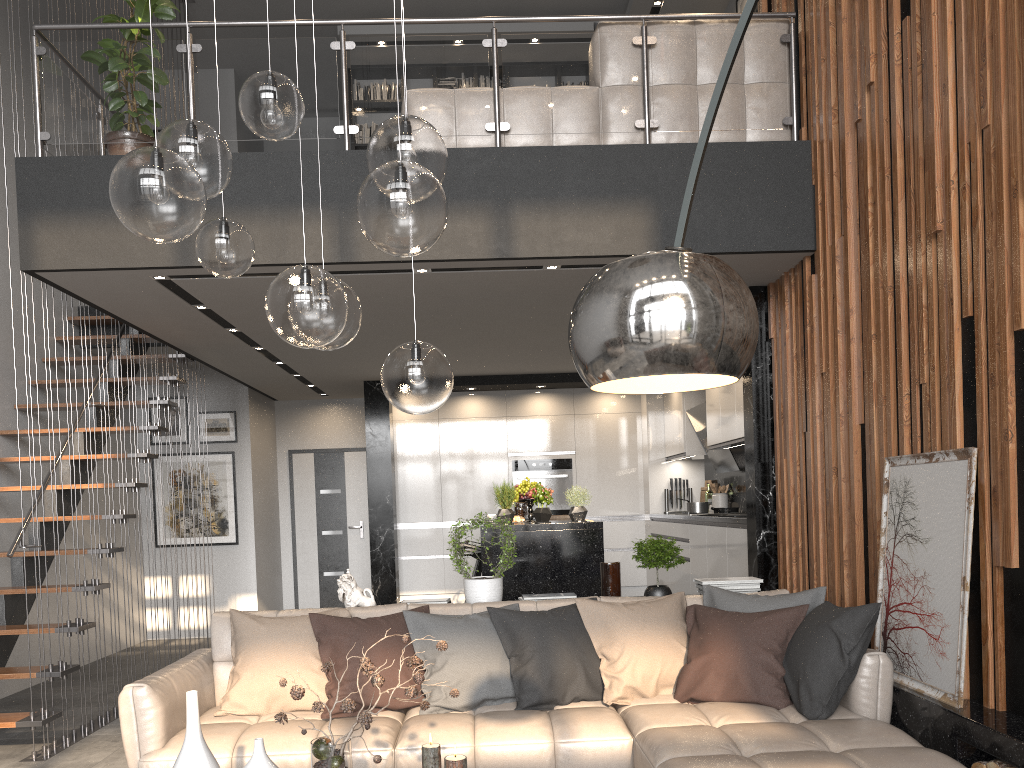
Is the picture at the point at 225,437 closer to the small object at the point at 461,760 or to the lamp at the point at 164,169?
the lamp at the point at 164,169

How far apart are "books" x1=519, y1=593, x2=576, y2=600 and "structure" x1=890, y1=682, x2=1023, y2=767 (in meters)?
1.68

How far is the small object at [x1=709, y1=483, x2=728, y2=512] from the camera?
8.3m

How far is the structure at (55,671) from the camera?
4.8m

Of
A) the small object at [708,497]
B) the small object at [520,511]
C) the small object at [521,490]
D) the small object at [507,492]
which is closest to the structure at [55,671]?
the small object at [507,492]

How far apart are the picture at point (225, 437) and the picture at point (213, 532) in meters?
0.2 m

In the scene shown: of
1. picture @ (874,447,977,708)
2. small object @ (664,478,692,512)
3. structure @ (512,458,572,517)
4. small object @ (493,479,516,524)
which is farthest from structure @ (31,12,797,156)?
structure @ (512,458,572,517)

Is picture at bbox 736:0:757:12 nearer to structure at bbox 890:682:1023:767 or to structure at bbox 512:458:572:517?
structure at bbox 512:458:572:517

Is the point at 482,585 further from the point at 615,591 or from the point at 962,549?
the point at 962,549

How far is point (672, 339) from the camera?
1.4 meters
